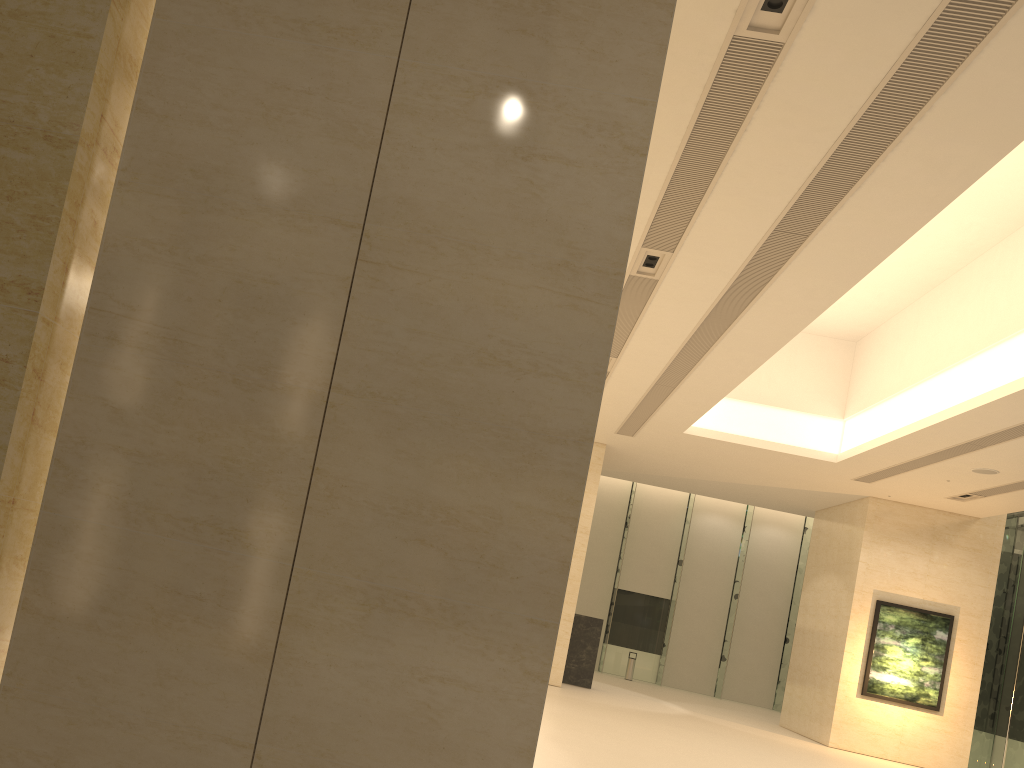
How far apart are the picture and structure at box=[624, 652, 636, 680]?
10.2 meters

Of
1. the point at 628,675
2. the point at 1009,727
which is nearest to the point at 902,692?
the point at 1009,727

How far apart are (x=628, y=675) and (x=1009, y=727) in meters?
11.8

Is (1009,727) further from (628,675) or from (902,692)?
(628,675)

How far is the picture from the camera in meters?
20.0 m

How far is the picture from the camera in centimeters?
2000cm

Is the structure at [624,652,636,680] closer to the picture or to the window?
the window

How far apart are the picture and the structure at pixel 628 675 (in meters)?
10.18

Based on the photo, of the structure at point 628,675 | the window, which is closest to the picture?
the window

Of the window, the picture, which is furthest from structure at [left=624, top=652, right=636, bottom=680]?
the picture
